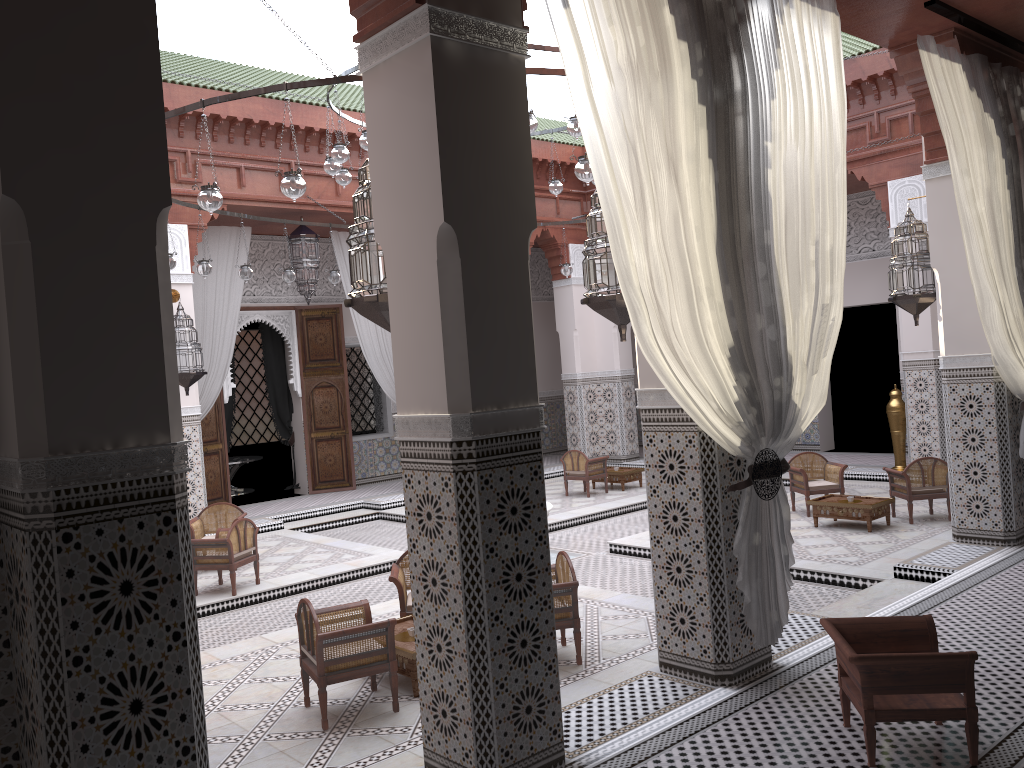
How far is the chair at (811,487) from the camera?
4.6m

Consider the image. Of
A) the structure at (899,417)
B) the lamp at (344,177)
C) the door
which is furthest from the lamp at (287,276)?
the structure at (899,417)

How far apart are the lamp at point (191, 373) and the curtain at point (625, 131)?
3.6 meters

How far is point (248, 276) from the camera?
4.71m

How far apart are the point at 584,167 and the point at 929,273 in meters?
1.7 m

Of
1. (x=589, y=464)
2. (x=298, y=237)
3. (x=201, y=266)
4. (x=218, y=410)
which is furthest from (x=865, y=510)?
(x=218, y=410)

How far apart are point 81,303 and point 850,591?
2.9 meters

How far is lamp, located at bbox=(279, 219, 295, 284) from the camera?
5.0 meters

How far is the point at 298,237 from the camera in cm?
562

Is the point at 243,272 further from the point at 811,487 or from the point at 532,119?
the point at 811,487
